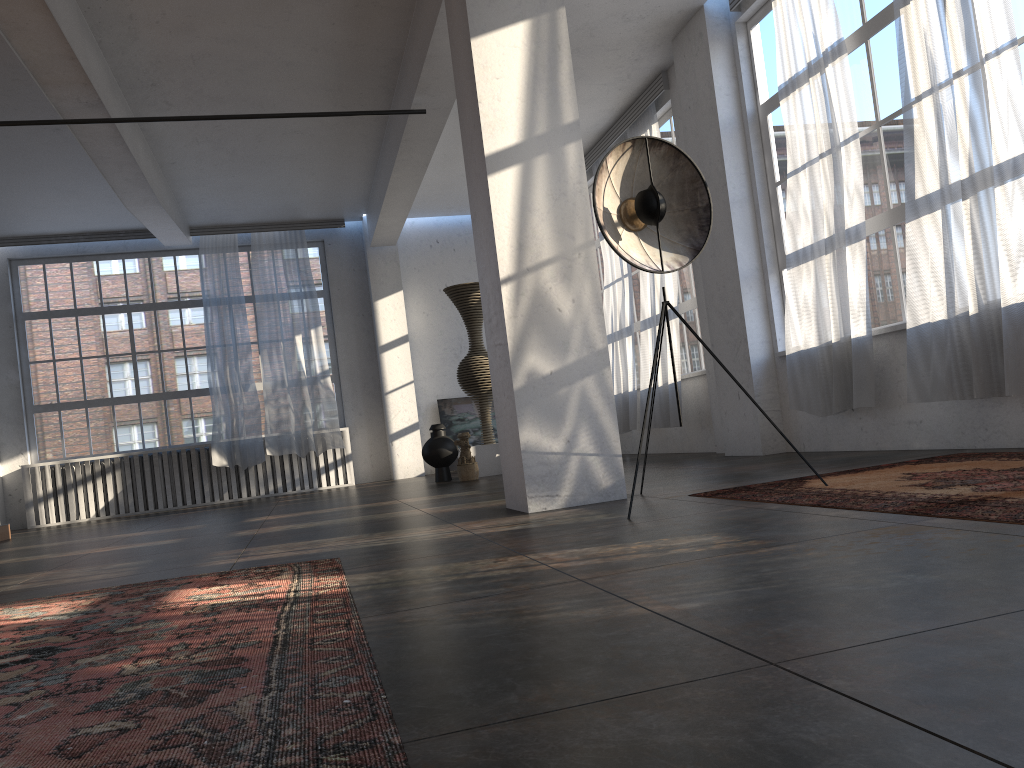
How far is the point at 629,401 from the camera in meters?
10.7

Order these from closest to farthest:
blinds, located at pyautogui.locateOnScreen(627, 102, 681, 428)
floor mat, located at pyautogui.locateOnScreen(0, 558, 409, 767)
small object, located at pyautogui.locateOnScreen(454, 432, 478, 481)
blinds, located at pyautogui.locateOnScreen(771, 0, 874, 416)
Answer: floor mat, located at pyautogui.locateOnScreen(0, 558, 409, 767)
blinds, located at pyautogui.locateOnScreen(771, 0, 874, 416)
blinds, located at pyautogui.locateOnScreen(627, 102, 681, 428)
small object, located at pyautogui.locateOnScreen(454, 432, 478, 481)

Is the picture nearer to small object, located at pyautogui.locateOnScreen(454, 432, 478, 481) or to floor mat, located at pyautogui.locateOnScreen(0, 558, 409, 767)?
small object, located at pyautogui.locateOnScreen(454, 432, 478, 481)

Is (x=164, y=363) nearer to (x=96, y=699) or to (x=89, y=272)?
(x=89, y=272)

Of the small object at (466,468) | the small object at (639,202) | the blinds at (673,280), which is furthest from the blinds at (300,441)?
the small object at (639,202)

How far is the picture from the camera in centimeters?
1363cm

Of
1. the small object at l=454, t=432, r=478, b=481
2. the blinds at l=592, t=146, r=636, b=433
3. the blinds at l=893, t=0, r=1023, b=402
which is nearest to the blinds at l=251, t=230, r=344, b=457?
the small object at l=454, t=432, r=478, b=481

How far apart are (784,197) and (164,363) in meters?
9.3

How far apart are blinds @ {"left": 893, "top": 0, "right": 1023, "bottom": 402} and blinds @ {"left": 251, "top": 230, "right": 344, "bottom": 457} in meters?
8.5

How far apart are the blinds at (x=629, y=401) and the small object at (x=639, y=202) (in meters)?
5.85
